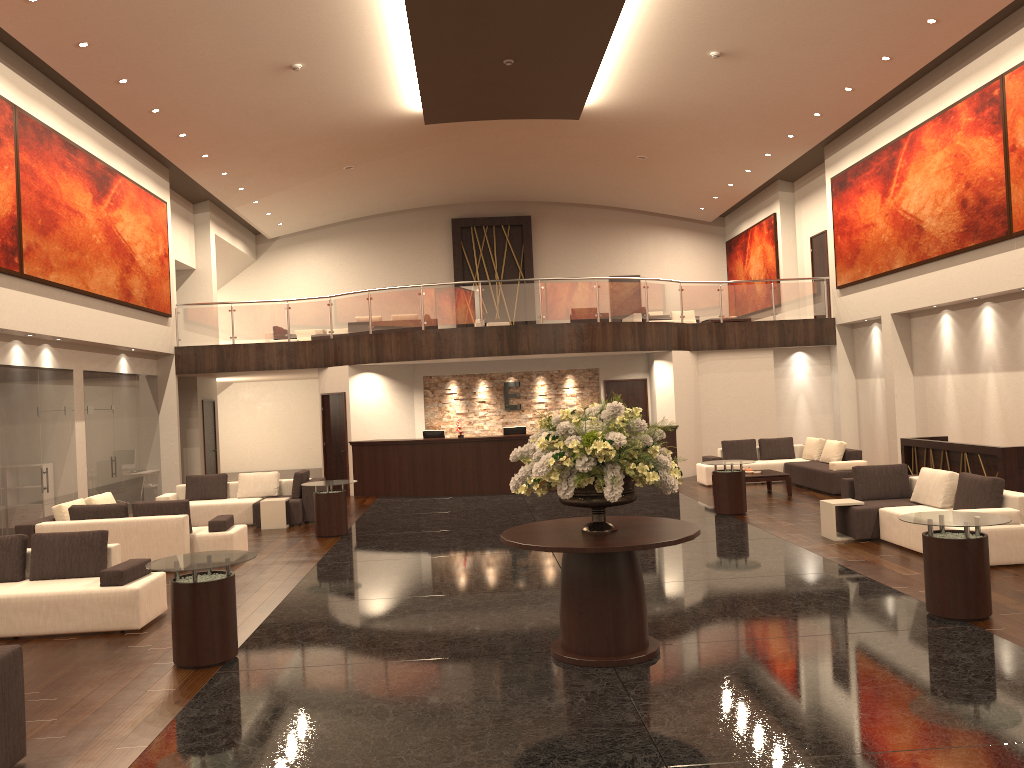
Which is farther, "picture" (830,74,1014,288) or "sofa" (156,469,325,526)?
"sofa" (156,469,325,526)

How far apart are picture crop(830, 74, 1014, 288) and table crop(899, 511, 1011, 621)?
8.04m

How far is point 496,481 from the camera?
18.1 meters

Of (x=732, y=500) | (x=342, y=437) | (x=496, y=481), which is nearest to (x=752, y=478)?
(x=732, y=500)

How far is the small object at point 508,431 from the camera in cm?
1864

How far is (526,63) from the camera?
15.5 meters

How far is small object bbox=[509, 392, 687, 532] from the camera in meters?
6.2

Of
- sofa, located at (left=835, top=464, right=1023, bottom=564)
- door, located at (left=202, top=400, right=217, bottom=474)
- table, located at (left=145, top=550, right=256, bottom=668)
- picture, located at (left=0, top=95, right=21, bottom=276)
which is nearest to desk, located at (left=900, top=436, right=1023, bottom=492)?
sofa, located at (left=835, top=464, right=1023, bottom=564)

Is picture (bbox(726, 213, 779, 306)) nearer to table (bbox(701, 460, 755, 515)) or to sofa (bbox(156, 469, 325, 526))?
table (bbox(701, 460, 755, 515))

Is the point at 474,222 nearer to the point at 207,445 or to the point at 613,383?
the point at 613,383
